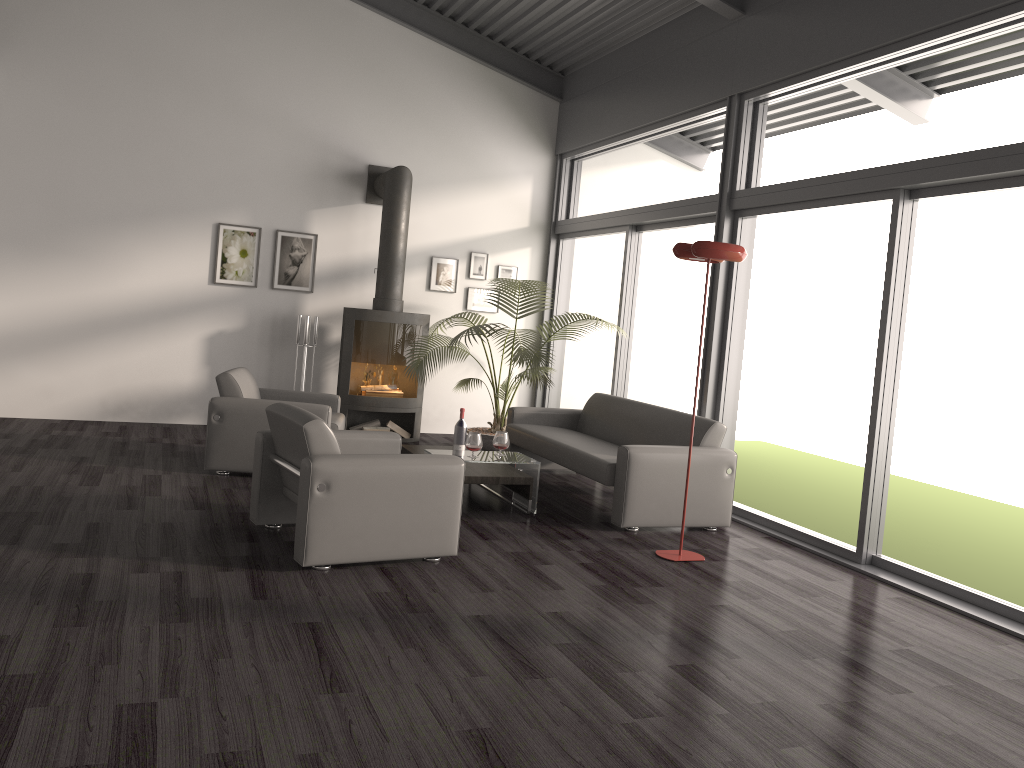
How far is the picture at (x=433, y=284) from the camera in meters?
9.1

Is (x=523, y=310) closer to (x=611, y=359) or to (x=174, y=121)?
(x=611, y=359)

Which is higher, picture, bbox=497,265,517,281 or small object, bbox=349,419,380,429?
picture, bbox=497,265,517,281

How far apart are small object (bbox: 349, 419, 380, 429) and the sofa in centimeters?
172cm

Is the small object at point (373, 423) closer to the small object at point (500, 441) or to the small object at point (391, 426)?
the small object at point (391, 426)

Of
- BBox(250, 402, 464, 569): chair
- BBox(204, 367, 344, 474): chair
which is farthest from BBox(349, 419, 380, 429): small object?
BBox(250, 402, 464, 569): chair

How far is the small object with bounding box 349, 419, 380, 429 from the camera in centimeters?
850cm

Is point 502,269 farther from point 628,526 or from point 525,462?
point 628,526

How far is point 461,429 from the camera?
6.15m

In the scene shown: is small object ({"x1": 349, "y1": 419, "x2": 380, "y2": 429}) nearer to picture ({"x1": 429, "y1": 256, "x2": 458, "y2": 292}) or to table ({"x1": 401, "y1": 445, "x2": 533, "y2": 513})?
picture ({"x1": 429, "y1": 256, "x2": 458, "y2": 292})
